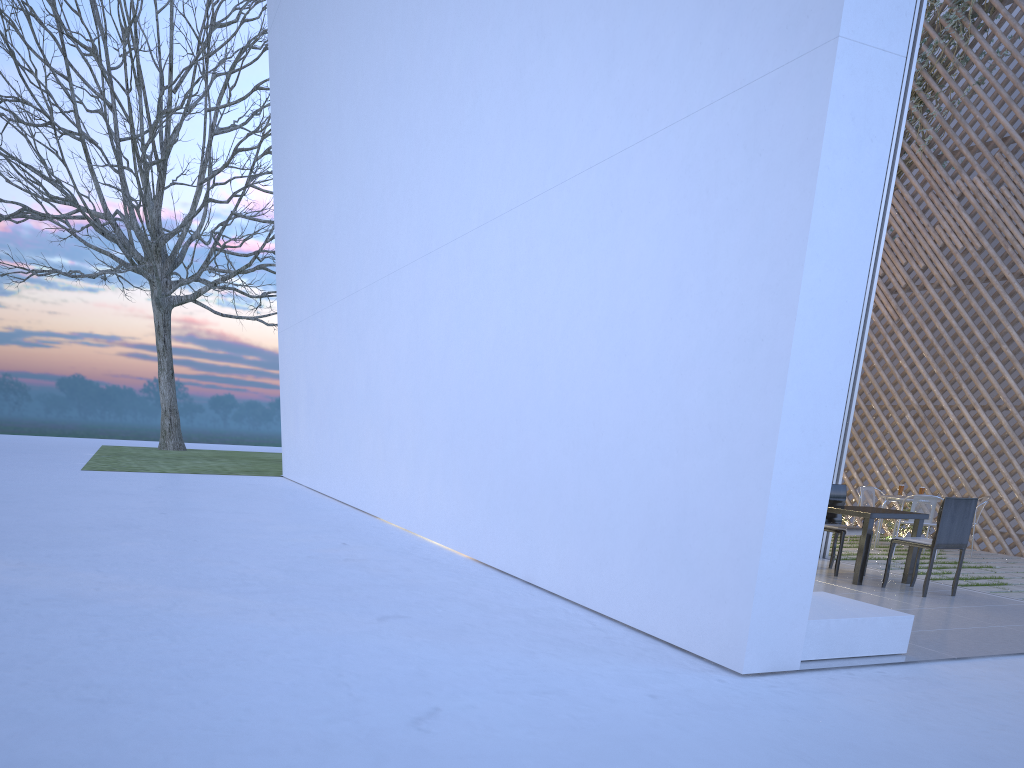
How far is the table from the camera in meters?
3.7

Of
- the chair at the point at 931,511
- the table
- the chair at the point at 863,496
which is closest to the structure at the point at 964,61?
the chair at the point at 863,496

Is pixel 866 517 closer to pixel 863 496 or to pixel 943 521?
pixel 943 521

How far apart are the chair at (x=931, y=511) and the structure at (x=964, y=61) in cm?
315

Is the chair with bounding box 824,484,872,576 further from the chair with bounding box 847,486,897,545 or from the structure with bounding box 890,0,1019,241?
the structure with bounding box 890,0,1019,241

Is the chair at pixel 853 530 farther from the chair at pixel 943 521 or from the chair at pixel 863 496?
the chair at pixel 863 496

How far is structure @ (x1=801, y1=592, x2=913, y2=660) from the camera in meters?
2.2

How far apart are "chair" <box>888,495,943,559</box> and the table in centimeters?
114cm

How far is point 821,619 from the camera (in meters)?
2.23

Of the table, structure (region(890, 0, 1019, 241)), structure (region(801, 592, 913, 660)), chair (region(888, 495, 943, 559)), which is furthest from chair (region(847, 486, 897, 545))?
structure (region(801, 592, 913, 660))
